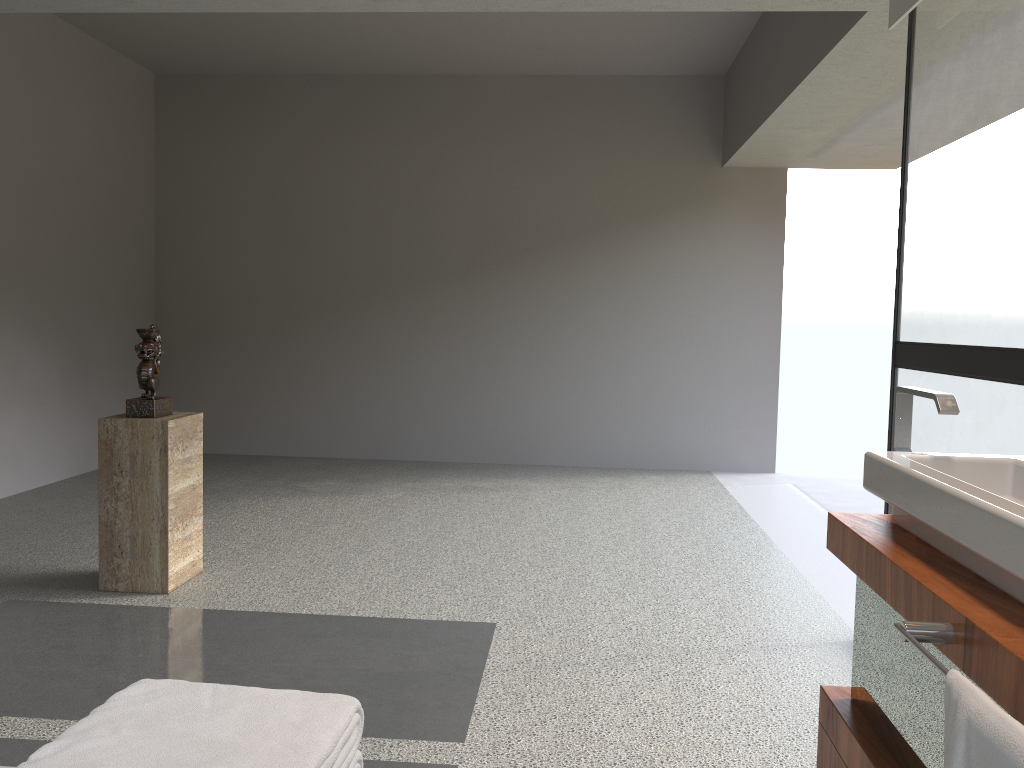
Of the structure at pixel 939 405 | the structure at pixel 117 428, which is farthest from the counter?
the structure at pixel 117 428

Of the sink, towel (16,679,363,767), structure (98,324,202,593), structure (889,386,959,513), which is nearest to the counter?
the sink

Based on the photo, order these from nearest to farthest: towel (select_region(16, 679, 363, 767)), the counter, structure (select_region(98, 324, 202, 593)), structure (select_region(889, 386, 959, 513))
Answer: towel (select_region(16, 679, 363, 767)) → the counter → structure (select_region(889, 386, 959, 513)) → structure (select_region(98, 324, 202, 593))

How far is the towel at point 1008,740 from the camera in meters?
1.0

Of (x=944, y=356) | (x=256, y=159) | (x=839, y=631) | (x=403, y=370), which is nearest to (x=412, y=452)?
(x=403, y=370)

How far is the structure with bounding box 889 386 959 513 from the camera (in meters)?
1.86

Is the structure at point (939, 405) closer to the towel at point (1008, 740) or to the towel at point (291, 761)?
the towel at point (1008, 740)

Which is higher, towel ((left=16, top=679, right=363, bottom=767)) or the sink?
the sink

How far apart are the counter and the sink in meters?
0.0 m

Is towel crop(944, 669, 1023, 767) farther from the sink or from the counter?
the sink
